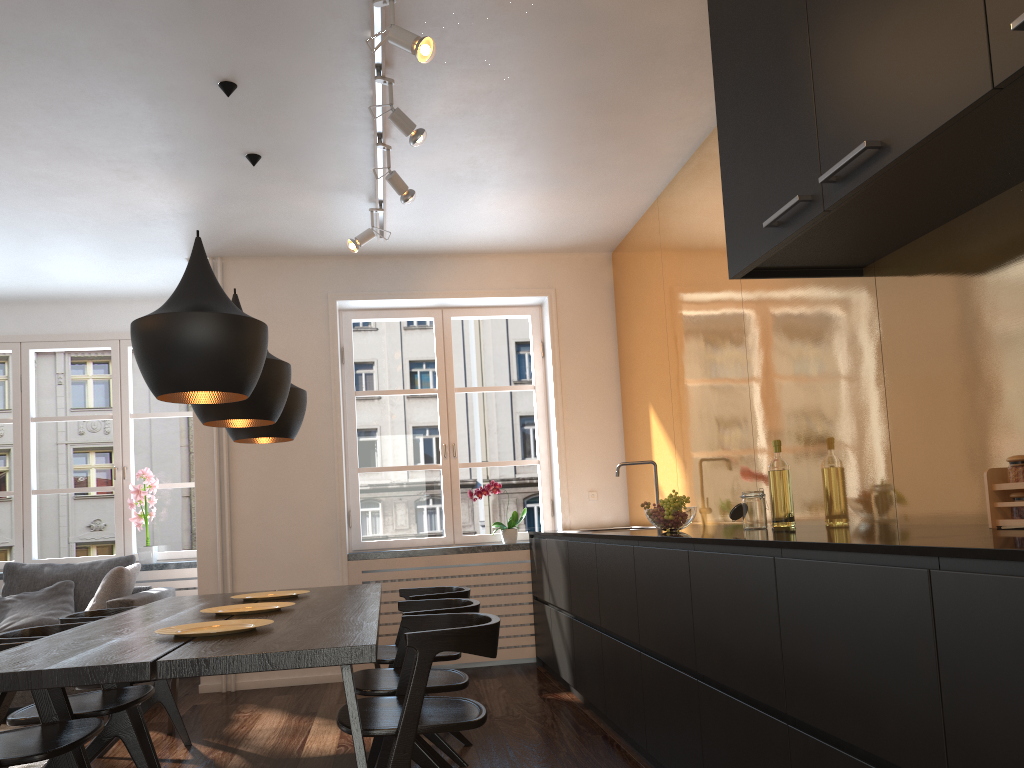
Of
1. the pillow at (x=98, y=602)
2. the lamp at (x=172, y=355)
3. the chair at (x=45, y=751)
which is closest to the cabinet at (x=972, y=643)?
the lamp at (x=172, y=355)

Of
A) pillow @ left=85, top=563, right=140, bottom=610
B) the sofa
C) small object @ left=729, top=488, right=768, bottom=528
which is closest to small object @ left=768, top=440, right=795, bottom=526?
small object @ left=729, top=488, right=768, bottom=528

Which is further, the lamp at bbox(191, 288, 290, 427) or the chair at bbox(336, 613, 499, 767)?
the lamp at bbox(191, 288, 290, 427)

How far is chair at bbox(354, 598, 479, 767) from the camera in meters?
3.1

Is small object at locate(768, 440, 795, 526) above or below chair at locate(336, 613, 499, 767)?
above

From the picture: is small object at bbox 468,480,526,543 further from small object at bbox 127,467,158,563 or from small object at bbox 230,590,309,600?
small object at bbox 127,467,158,563

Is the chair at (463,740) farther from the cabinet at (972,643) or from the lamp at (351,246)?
the lamp at (351,246)

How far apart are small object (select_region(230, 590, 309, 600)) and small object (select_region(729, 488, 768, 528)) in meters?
2.0

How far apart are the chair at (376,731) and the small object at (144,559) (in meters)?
3.93

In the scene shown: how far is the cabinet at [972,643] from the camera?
1.4 meters
